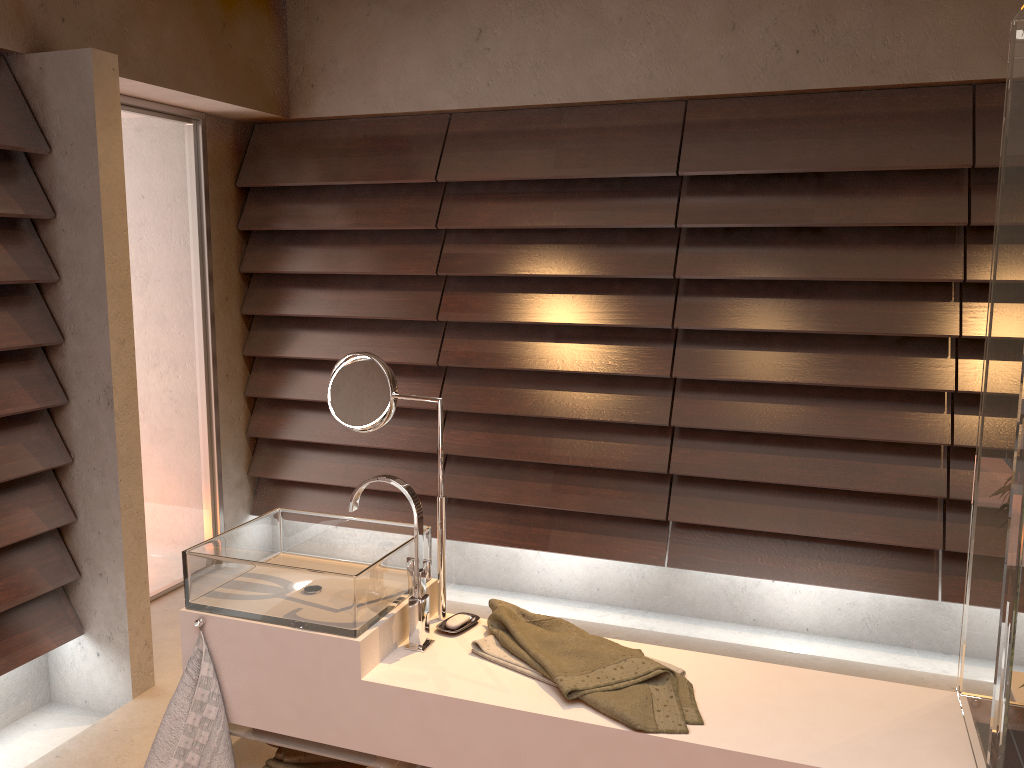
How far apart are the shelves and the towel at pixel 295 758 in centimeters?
6cm

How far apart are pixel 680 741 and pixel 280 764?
0.9m

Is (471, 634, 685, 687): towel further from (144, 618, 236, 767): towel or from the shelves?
(144, 618, 236, 767): towel

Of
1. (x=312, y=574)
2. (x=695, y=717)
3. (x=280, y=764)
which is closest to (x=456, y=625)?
(x=312, y=574)

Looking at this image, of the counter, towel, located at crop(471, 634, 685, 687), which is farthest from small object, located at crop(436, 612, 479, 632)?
towel, located at crop(471, 634, 685, 687)

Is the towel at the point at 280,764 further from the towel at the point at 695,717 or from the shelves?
the towel at the point at 695,717

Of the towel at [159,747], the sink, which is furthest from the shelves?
the sink

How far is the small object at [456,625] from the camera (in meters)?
1.92

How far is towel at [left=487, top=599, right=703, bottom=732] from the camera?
1.6m

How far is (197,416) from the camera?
3.85m
